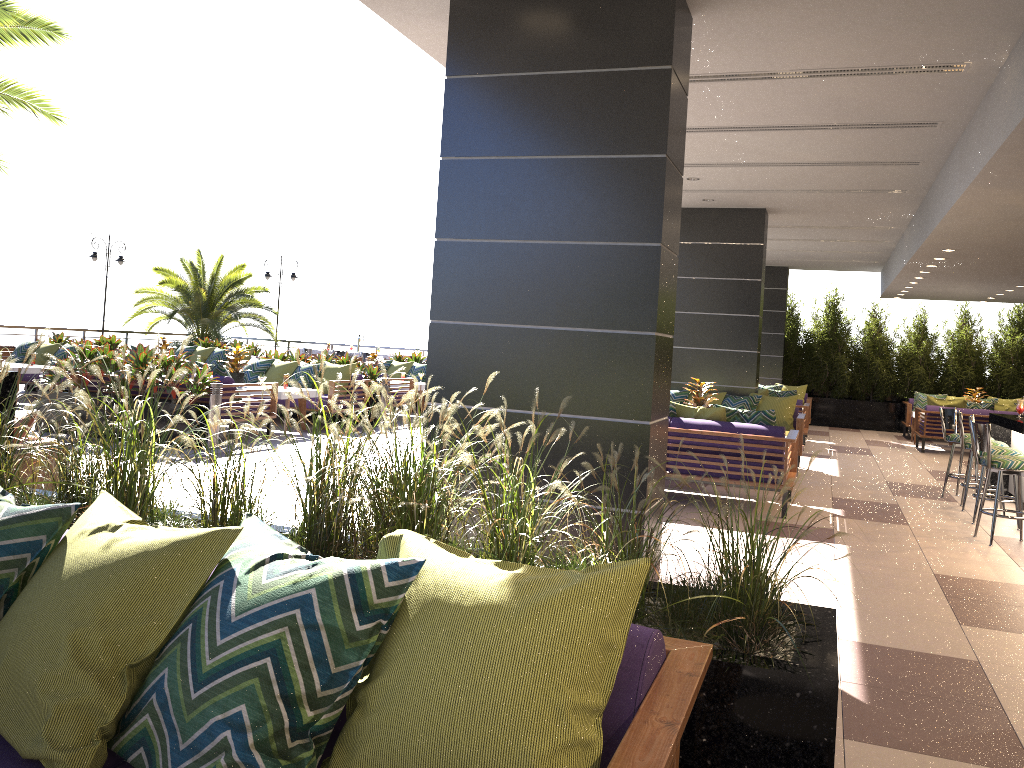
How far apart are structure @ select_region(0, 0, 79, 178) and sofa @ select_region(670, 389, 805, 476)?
7.75m

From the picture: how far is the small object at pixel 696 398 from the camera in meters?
9.6

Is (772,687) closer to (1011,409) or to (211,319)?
(1011,409)

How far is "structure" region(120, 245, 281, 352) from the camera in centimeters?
2096cm

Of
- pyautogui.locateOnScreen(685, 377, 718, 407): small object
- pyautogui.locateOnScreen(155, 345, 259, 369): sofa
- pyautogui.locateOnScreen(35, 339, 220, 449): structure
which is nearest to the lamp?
pyautogui.locateOnScreen(155, 345, 259, 369): sofa

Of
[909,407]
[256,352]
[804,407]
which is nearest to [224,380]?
[804,407]

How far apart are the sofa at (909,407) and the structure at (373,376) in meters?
10.1

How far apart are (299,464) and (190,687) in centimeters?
728cm

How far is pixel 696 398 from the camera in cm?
956

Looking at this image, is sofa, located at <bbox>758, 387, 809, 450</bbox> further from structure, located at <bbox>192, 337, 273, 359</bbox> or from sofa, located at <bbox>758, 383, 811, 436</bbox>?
structure, located at <bbox>192, 337, 273, 359</bbox>
